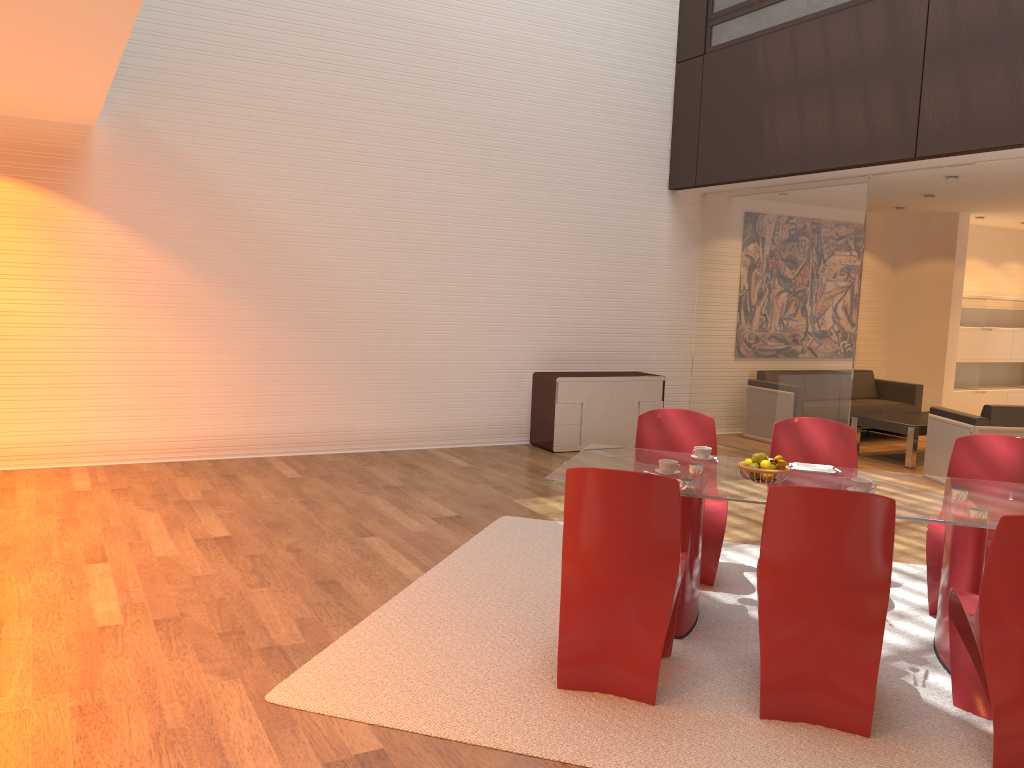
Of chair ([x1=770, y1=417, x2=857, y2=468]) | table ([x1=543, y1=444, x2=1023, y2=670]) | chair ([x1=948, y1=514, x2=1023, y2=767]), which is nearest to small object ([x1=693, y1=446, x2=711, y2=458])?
table ([x1=543, y1=444, x2=1023, y2=670])

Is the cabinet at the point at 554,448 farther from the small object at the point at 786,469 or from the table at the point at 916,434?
the small object at the point at 786,469

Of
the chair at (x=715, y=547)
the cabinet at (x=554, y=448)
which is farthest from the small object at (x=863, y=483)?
the cabinet at (x=554, y=448)

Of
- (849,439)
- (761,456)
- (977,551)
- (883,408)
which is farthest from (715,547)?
(883,408)

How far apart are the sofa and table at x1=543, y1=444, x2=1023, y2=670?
5.77m

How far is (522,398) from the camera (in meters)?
9.01

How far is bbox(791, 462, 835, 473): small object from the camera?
4.38m

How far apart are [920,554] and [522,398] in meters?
4.3 m

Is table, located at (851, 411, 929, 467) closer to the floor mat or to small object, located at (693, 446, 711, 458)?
the floor mat

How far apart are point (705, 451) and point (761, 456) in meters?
0.5 m
